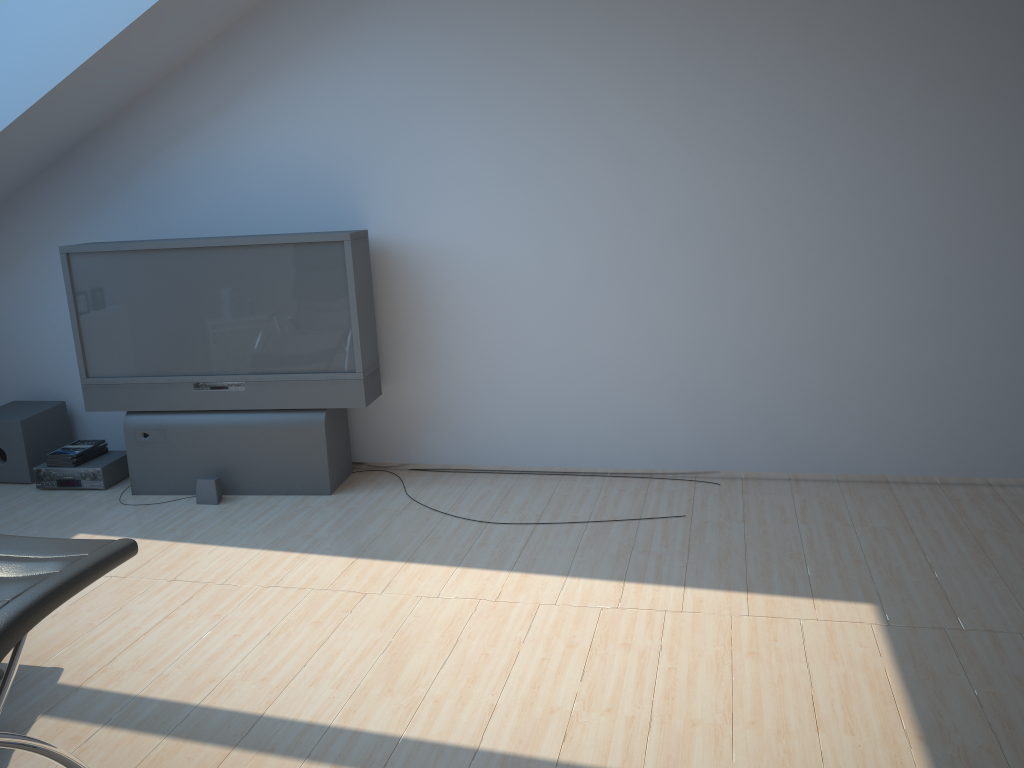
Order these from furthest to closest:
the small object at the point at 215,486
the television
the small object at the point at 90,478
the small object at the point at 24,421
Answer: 1. the small object at the point at 24,421
2. the small object at the point at 90,478
3. the small object at the point at 215,486
4. the television

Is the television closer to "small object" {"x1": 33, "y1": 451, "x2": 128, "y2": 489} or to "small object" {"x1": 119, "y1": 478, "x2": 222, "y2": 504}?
"small object" {"x1": 119, "y1": 478, "x2": 222, "y2": 504}

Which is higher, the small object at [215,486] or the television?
the television

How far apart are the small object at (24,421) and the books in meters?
0.2 m

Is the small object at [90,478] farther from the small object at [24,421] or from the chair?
the chair

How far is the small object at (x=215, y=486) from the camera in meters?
4.9

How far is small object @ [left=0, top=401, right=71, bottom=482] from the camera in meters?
5.4 m

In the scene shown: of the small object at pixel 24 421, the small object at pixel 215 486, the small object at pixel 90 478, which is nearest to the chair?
the small object at pixel 215 486

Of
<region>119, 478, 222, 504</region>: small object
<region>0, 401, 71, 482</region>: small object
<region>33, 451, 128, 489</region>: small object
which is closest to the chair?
<region>119, 478, 222, 504</region>: small object

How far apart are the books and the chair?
2.8m
